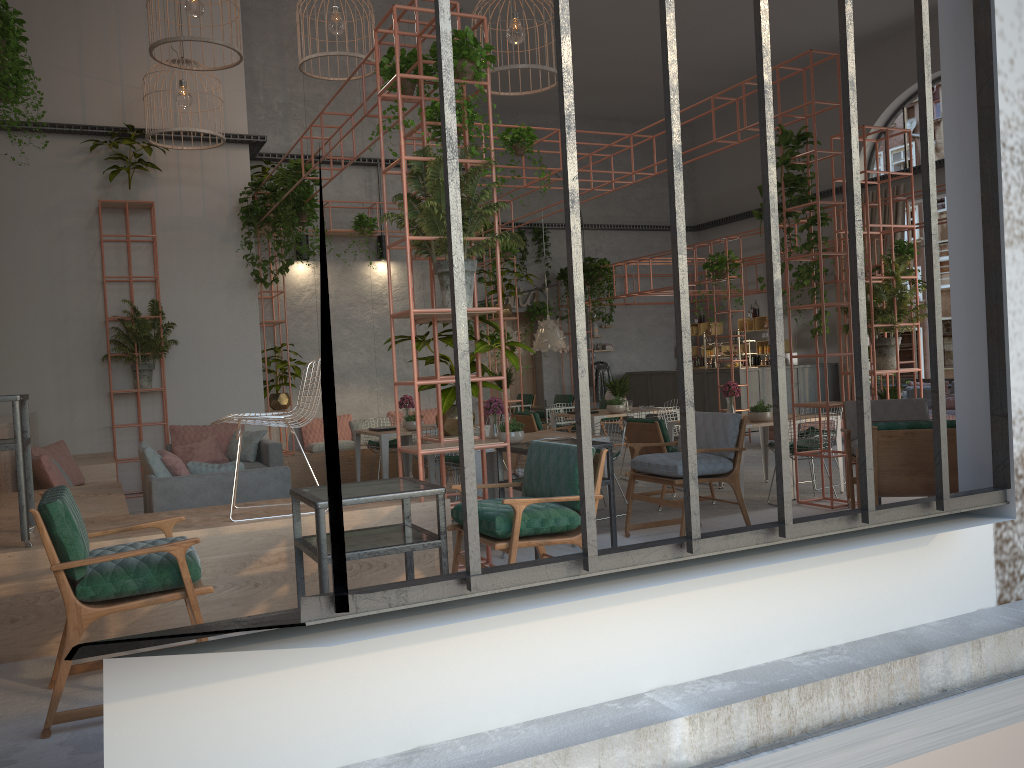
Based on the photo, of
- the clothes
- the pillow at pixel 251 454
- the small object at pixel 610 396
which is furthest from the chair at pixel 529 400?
the pillow at pixel 251 454

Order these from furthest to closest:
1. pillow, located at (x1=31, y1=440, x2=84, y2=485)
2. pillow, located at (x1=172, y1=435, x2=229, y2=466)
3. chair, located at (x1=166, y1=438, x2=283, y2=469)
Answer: pillow, located at (x1=172, y1=435, x2=229, y2=466)
chair, located at (x1=166, y1=438, x2=283, y2=469)
pillow, located at (x1=31, y1=440, x2=84, y2=485)

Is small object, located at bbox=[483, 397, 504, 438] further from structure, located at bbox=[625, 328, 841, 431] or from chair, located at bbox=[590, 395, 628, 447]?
structure, located at bbox=[625, 328, 841, 431]

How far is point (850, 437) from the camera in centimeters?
695cm

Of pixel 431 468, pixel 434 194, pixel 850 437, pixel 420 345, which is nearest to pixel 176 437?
pixel 431 468

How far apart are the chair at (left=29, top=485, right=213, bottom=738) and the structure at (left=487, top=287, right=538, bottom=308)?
15.9 meters

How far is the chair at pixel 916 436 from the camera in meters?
5.0 m

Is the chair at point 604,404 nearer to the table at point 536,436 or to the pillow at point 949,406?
the pillow at point 949,406

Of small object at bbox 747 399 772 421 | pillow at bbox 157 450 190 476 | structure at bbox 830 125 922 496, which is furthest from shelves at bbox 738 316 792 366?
pillow at bbox 157 450 190 476

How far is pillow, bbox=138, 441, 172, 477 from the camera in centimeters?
672cm
